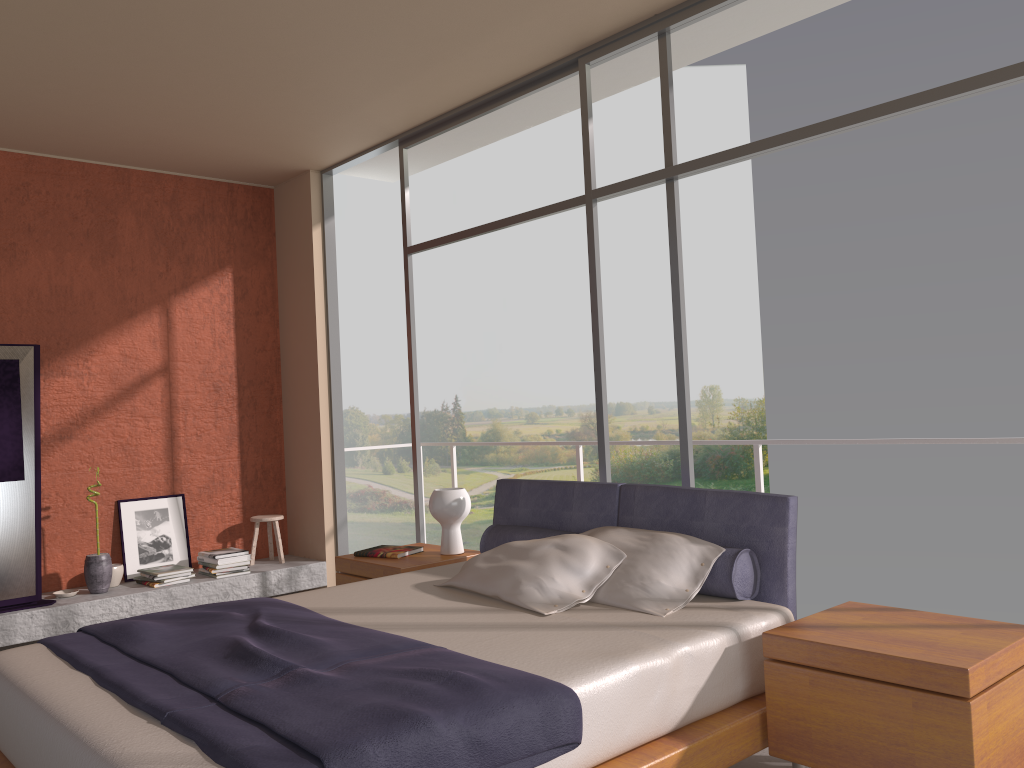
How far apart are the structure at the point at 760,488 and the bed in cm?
118

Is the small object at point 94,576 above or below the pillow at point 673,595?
below

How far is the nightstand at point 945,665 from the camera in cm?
239

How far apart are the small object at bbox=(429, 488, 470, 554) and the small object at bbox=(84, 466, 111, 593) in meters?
2.4 m

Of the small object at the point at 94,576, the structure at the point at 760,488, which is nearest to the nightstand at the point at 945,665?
the structure at the point at 760,488

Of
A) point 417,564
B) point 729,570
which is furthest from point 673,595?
point 417,564

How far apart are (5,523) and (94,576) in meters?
0.6

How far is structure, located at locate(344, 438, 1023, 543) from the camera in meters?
4.7

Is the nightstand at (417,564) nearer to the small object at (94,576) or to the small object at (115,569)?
the small object at (94,576)

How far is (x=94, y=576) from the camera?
5.6 meters
